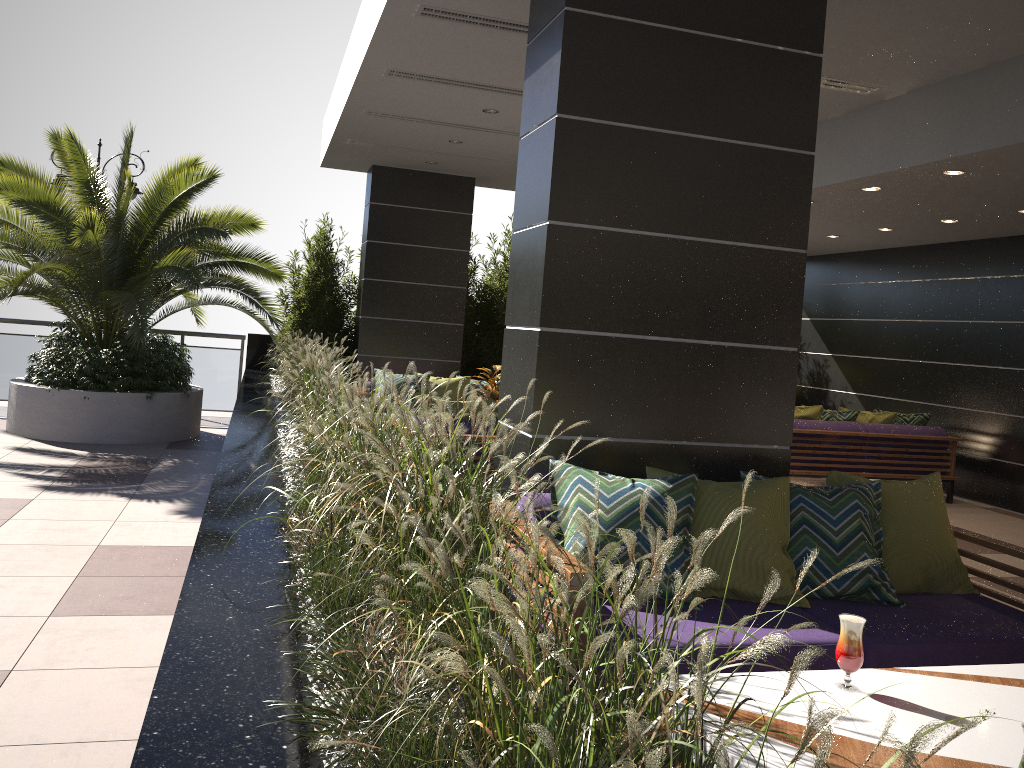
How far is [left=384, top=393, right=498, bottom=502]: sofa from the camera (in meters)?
6.00

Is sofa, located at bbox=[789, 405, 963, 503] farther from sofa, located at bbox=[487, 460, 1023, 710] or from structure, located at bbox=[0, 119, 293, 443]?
structure, located at bbox=[0, 119, 293, 443]

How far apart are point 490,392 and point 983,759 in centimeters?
600cm

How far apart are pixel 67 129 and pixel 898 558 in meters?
8.0

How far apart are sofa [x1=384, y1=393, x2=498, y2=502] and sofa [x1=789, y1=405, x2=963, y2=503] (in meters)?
3.79

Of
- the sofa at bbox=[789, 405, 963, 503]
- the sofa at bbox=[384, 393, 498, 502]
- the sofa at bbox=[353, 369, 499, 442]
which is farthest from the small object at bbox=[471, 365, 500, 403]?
the sofa at bbox=[789, 405, 963, 503]

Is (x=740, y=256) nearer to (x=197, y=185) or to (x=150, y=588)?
(x=150, y=588)

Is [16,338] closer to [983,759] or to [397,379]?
[397,379]

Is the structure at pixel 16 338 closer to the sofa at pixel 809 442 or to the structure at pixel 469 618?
the structure at pixel 469 618

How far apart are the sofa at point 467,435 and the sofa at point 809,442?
3.8m
